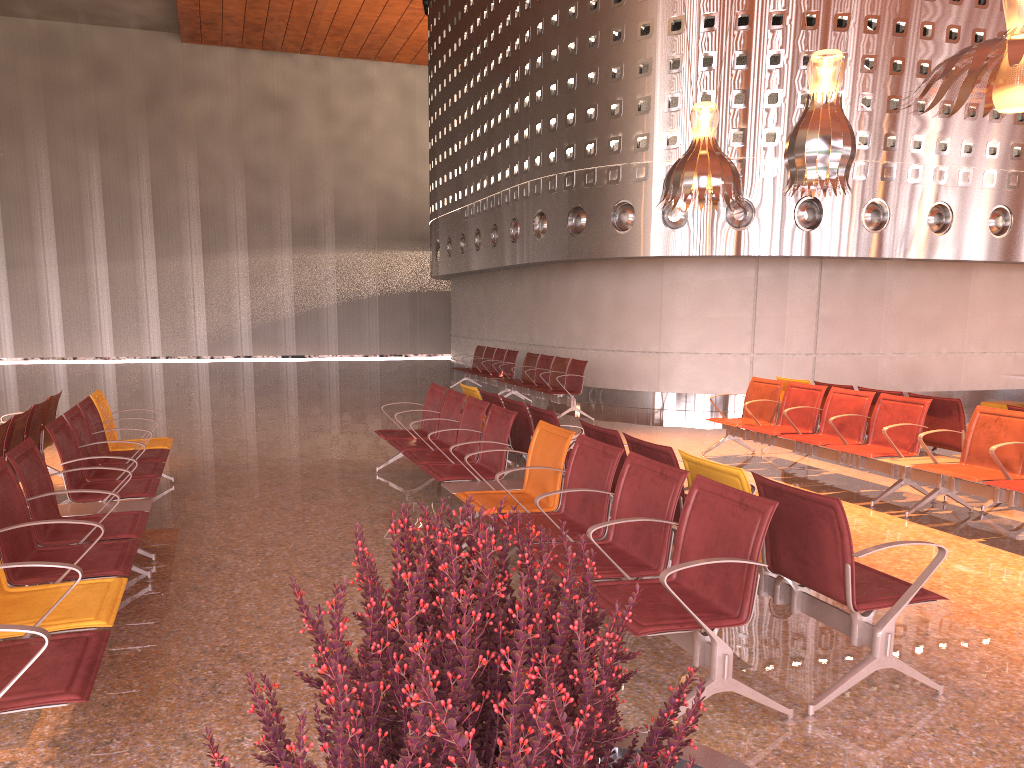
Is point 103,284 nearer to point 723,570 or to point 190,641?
point 190,641
